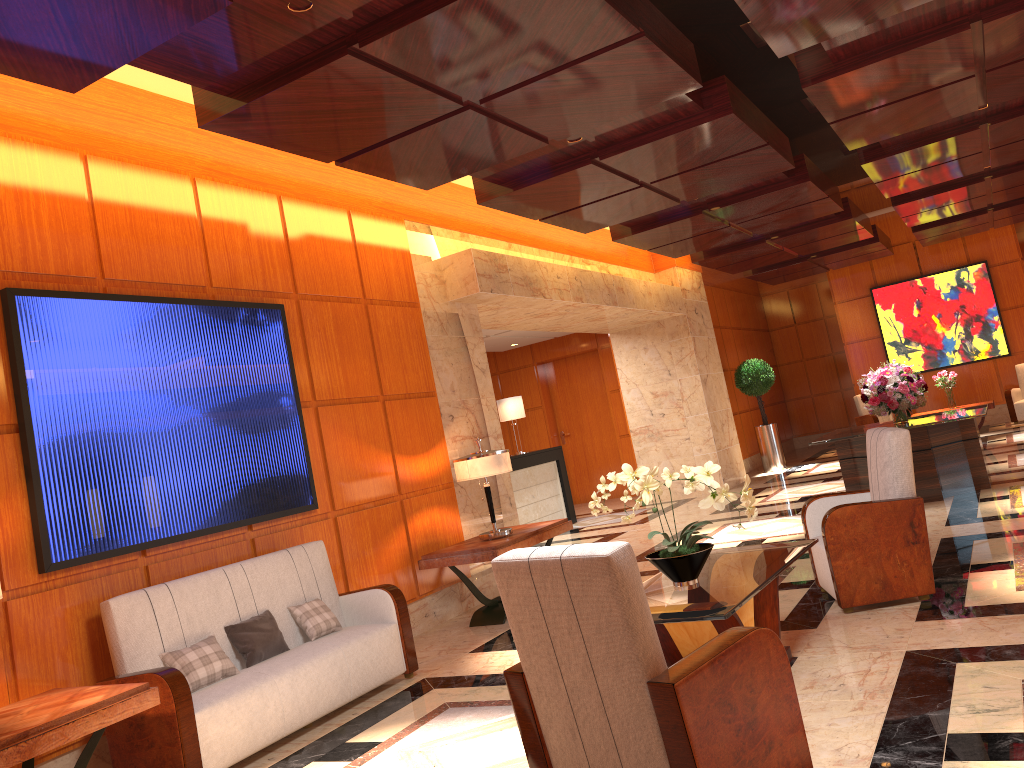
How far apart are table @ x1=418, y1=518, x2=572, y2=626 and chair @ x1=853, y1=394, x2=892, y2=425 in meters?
10.1

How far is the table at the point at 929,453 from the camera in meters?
8.4 m

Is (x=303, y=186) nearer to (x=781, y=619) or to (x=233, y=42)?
(x=233, y=42)

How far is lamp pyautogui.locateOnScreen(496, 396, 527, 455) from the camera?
12.71m

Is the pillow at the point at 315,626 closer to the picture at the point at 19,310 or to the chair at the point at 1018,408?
the picture at the point at 19,310

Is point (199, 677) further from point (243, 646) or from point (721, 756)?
point (721, 756)

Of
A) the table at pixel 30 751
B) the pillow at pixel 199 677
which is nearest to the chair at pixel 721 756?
the table at pixel 30 751

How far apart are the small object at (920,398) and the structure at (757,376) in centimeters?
572cm

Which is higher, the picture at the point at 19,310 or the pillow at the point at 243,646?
the picture at the point at 19,310

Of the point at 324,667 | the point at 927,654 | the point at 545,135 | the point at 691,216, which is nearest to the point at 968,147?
the point at 691,216
